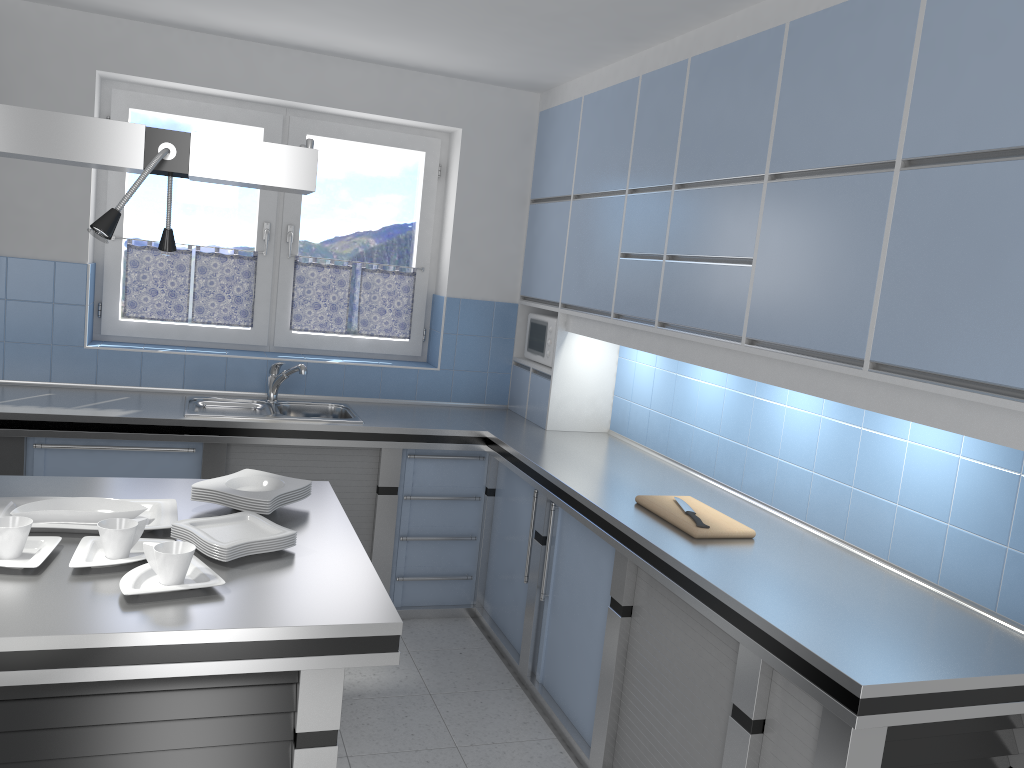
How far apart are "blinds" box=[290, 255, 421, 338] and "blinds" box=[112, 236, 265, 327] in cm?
22

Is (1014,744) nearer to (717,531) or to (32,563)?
(717,531)

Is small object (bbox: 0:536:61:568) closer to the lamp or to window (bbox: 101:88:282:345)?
the lamp

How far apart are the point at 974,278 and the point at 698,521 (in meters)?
1.18

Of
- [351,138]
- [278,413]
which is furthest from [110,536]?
[351,138]

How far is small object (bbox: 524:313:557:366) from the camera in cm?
458

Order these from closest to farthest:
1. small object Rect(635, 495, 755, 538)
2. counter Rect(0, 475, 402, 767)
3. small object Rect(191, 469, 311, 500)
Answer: counter Rect(0, 475, 402, 767), small object Rect(191, 469, 311, 500), small object Rect(635, 495, 755, 538)

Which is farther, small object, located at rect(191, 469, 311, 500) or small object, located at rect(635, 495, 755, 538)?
small object, located at rect(635, 495, 755, 538)

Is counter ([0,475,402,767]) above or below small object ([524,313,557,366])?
below

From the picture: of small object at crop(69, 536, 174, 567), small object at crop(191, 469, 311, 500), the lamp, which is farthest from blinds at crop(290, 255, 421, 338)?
small object at crop(69, 536, 174, 567)
